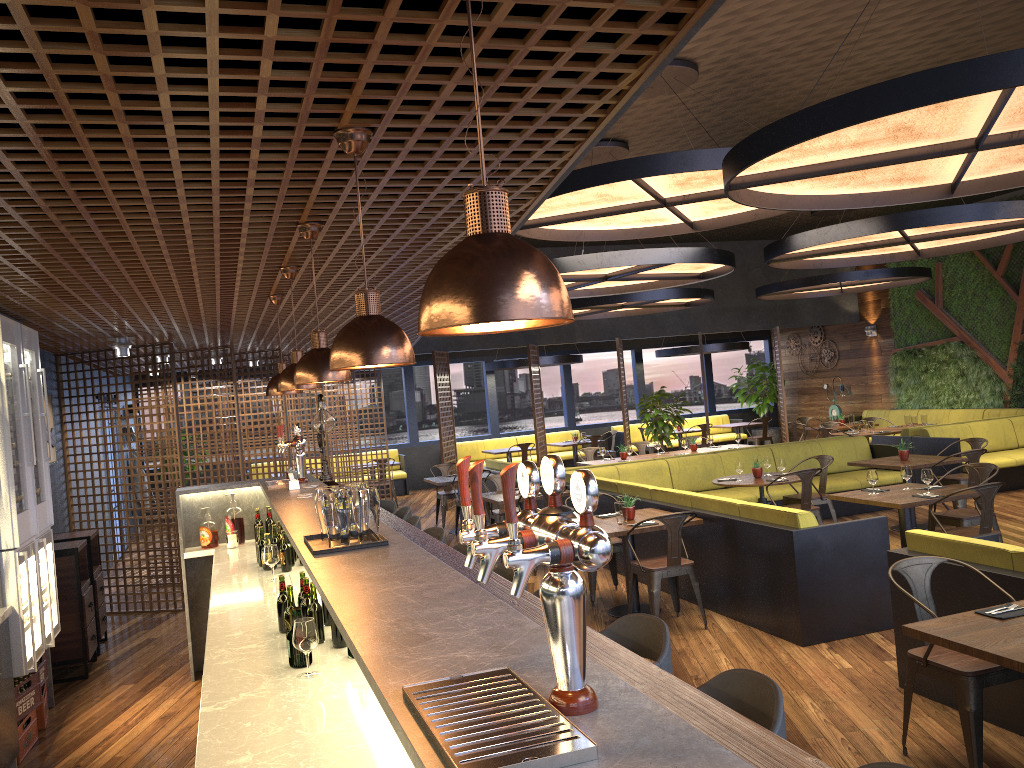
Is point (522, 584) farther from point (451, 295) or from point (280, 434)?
point (280, 434)

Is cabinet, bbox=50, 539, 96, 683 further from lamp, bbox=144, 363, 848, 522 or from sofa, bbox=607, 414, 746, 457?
sofa, bbox=607, 414, 746, 457

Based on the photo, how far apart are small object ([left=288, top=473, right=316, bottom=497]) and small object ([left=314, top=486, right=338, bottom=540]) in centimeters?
244cm

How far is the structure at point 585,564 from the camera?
1.3m

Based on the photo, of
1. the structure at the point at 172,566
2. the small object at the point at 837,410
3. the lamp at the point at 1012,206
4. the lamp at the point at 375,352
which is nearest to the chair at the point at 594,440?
the small object at the point at 837,410

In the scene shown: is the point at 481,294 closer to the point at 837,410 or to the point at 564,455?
the point at 564,455

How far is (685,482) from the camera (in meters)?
10.82

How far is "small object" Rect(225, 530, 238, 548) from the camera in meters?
6.5 m

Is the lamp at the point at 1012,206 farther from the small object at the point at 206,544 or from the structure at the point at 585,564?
the small object at the point at 206,544

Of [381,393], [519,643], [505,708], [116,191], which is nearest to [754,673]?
[519,643]
